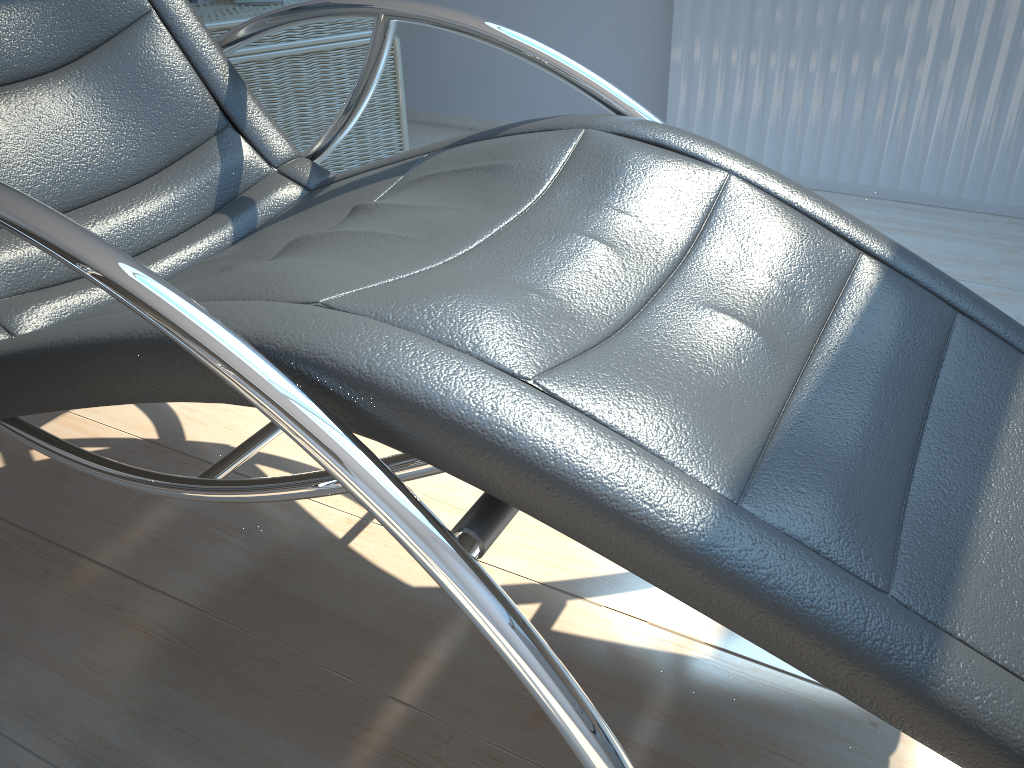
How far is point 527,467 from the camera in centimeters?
63cm

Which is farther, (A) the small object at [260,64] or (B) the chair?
(A) the small object at [260,64]

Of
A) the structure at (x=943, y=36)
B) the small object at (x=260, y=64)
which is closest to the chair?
the small object at (x=260, y=64)

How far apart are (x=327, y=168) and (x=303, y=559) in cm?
141

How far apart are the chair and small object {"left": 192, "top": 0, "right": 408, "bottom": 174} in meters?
0.6

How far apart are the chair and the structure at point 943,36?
1.3m

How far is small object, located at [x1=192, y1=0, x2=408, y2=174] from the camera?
2.17m

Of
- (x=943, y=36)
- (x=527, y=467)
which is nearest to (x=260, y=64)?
(x=943, y=36)

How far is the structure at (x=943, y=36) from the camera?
2.1 meters

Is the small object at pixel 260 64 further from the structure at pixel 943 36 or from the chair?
the structure at pixel 943 36
